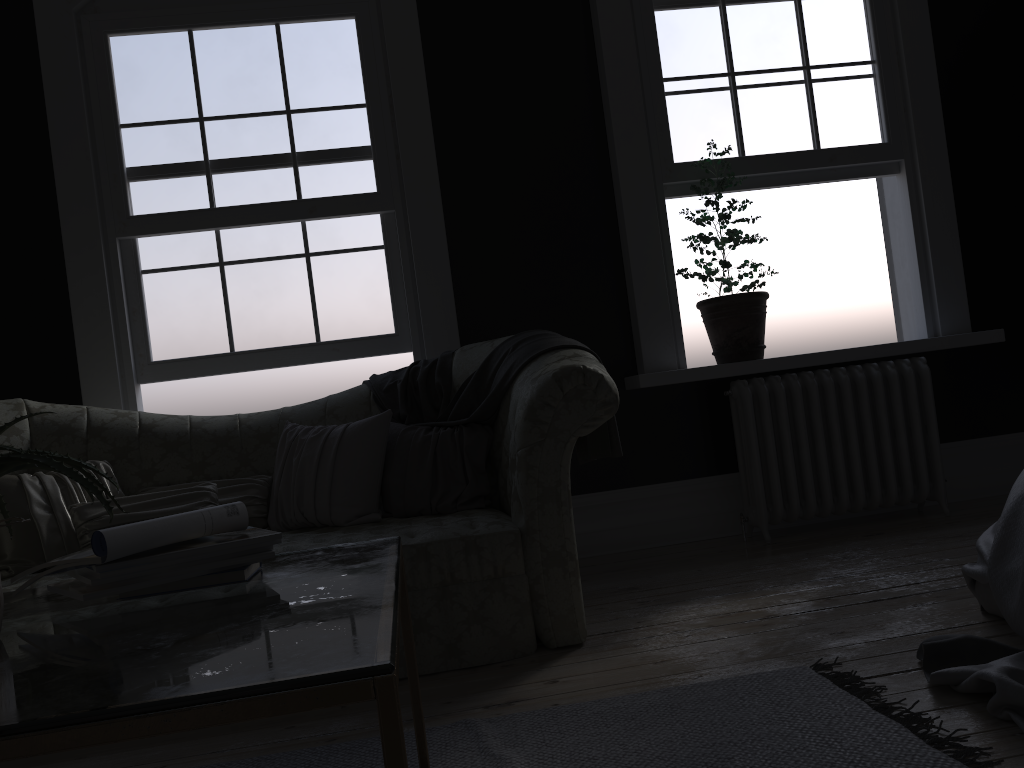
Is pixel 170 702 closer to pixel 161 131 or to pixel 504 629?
pixel 504 629

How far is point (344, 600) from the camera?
1.3m

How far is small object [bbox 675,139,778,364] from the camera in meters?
4.5

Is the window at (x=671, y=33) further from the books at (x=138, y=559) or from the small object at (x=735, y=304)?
the books at (x=138, y=559)

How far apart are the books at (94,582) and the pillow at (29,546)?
1.7 meters

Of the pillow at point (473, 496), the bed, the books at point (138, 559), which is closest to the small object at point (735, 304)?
the pillow at point (473, 496)

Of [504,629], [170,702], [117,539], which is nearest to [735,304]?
[504,629]

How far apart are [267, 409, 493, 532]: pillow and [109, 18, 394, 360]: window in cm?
88

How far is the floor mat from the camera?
1.9 meters

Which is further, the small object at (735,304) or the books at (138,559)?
the small object at (735,304)
